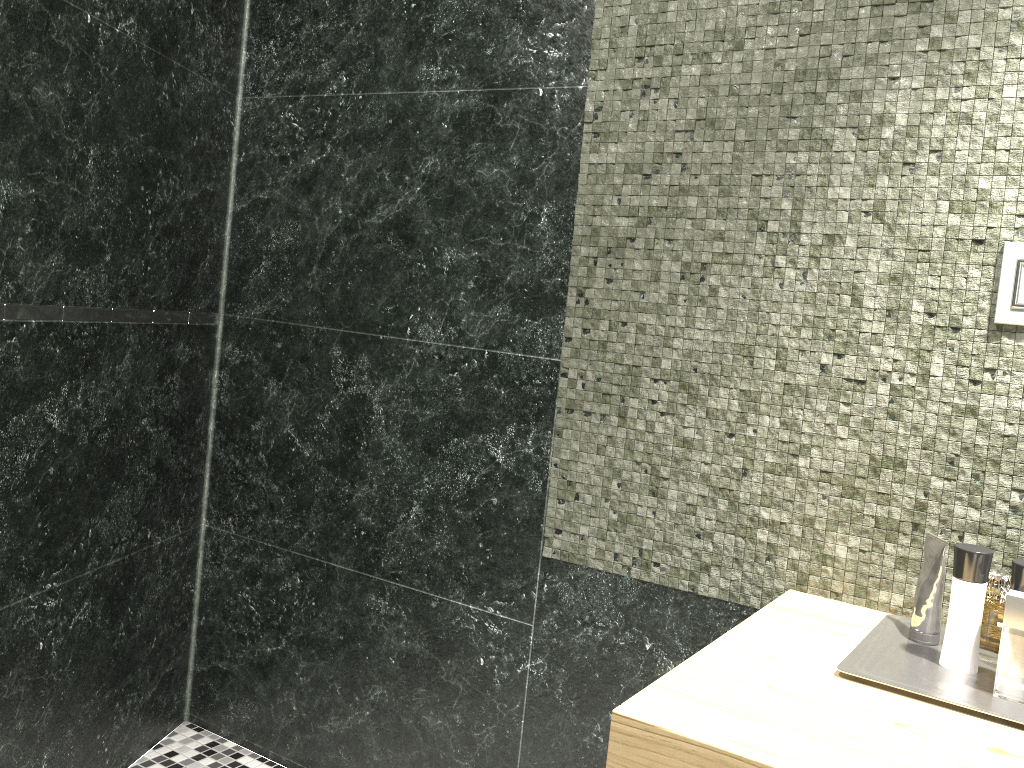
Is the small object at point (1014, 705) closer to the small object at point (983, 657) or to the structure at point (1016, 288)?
the structure at point (1016, 288)

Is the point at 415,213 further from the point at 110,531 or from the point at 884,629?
the point at 884,629

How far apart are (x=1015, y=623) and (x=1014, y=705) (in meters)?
0.10

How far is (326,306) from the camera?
2.2m

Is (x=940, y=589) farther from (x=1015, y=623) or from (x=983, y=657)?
(x=983, y=657)

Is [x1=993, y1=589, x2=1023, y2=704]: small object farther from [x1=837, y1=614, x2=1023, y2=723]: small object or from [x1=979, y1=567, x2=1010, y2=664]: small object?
[x1=979, y1=567, x2=1010, y2=664]: small object

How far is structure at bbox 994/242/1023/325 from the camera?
1.3m

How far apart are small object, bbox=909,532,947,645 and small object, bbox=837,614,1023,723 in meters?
0.0

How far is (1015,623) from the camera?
1.07m

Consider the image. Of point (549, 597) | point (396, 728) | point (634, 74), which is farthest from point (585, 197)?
point (396, 728)
